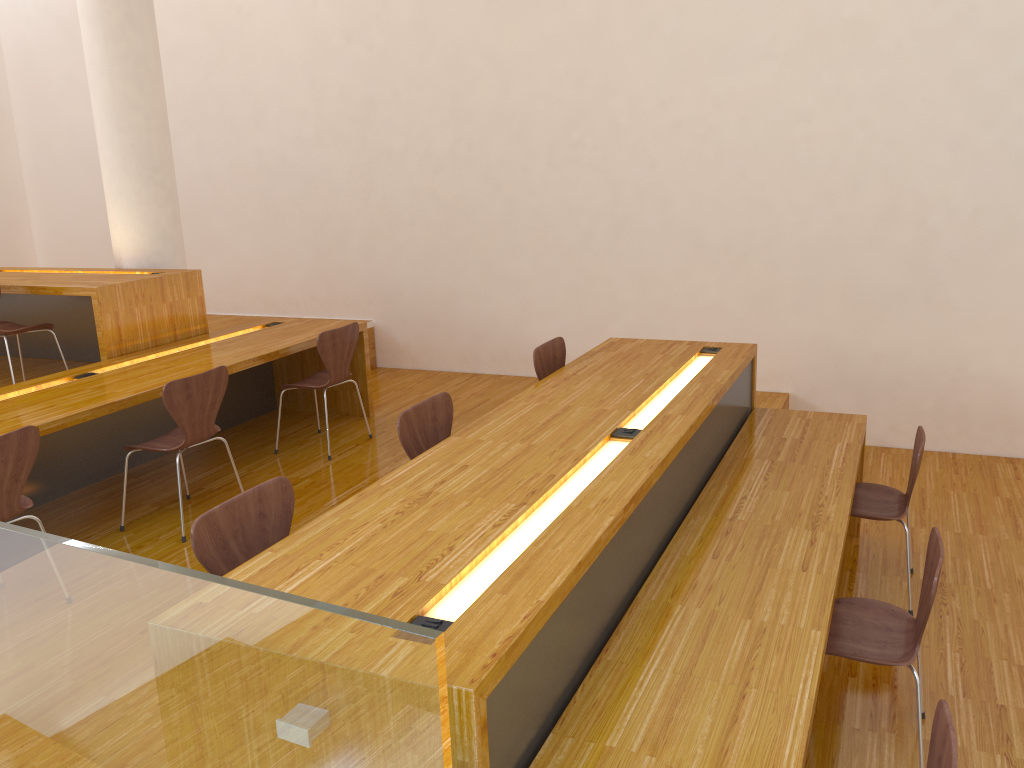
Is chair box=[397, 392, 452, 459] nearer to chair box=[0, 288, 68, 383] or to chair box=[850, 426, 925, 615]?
chair box=[850, 426, 925, 615]

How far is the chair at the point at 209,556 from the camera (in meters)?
2.20

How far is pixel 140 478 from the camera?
4.62m

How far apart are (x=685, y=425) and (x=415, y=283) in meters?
4.0

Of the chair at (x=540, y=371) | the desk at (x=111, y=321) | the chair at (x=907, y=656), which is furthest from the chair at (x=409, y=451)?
the desk at (x=111, y=321)

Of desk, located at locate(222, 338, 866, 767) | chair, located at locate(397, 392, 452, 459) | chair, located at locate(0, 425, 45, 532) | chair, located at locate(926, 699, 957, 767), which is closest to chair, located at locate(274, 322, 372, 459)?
desk, located at locate(222, 338, 866, 767)

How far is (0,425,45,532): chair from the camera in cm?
301

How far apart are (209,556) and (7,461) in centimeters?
127cm

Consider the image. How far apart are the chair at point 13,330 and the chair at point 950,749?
4.6 meters

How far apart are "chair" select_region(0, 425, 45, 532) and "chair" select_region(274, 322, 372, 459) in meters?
1.7
